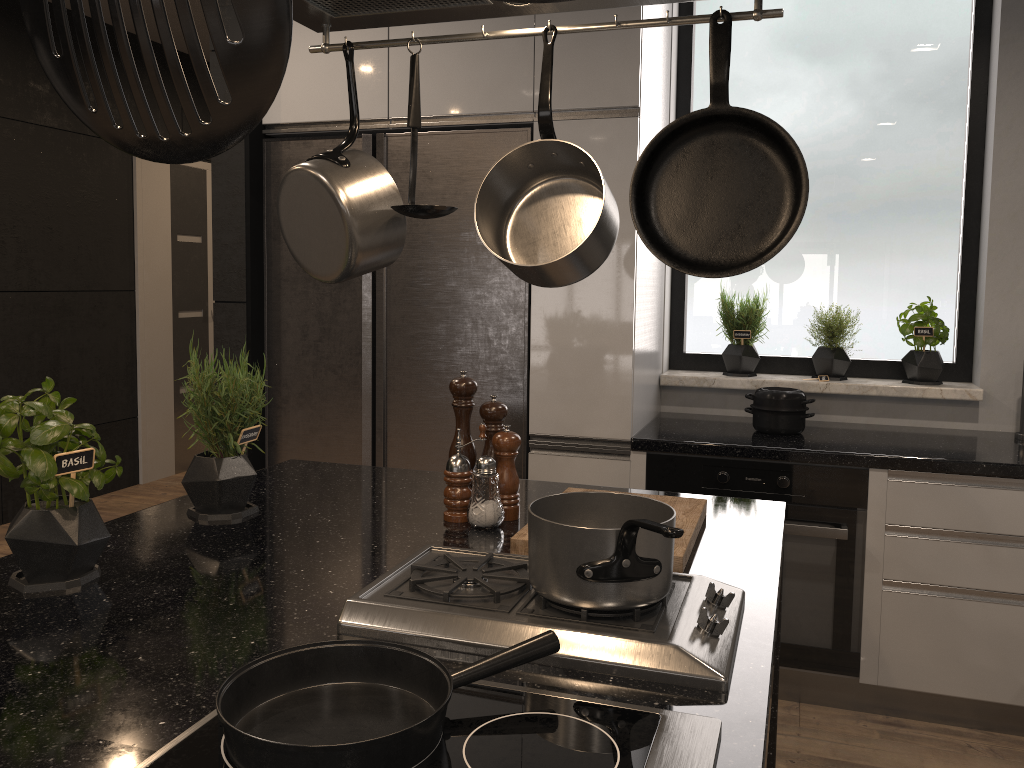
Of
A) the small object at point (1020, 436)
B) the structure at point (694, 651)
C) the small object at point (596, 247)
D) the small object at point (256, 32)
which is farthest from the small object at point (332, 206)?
the small object at point (1020, 436)

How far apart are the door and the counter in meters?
3.6

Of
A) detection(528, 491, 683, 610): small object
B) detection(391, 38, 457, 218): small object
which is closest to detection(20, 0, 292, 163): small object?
detection(528, 491, 683, 610): small object

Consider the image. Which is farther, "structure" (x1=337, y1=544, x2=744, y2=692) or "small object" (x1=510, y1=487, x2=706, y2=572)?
"small object" (x1=510, y1=487, x2=706, y2=572)

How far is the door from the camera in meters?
5.4 m

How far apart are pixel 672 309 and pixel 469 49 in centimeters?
128cm

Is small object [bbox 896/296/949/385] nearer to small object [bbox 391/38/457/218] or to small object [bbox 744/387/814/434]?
small object [bbox 744/387/814/434]

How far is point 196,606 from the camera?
1.26m

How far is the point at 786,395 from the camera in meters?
2.9 m

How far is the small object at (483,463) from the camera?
1.7 meters
